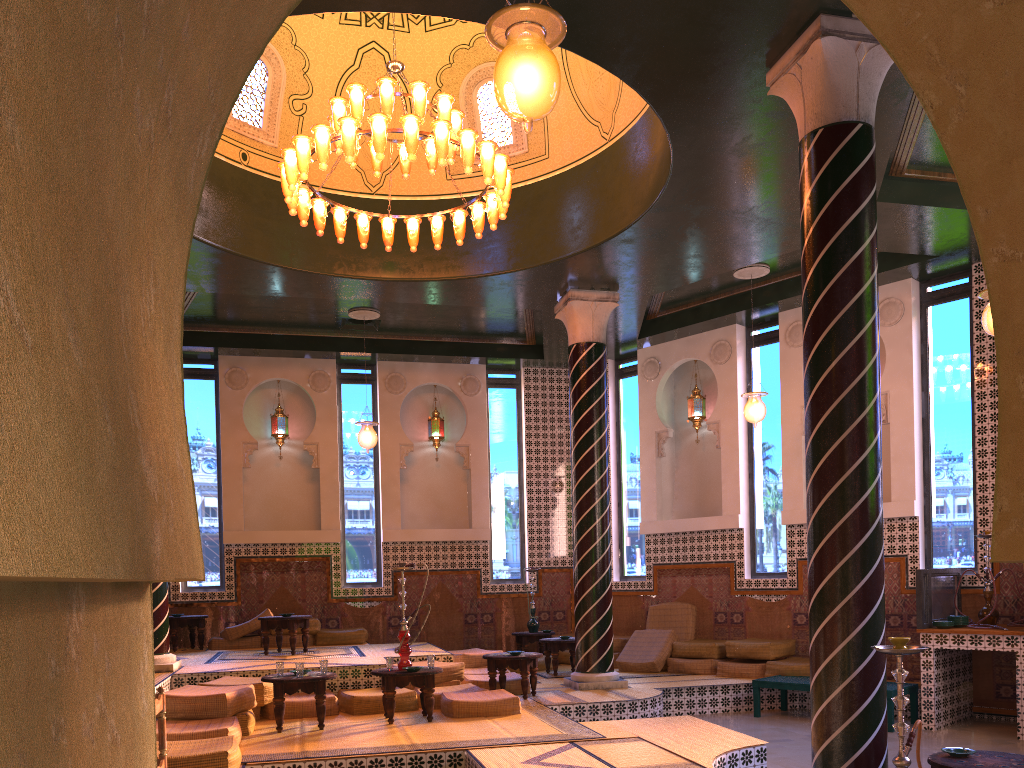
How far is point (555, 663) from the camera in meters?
13.6 m

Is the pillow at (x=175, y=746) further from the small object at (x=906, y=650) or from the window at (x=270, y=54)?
the window at (x=270, y=54)

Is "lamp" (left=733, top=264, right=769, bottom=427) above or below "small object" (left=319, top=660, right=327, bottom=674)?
above

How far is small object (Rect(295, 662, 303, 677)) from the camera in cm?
913

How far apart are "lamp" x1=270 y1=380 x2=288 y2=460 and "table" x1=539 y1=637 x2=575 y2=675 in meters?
6.2

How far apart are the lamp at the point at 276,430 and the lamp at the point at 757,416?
8.53m

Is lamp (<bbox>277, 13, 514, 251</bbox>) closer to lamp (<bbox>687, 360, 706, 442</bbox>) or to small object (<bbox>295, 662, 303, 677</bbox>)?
small object (<bbox>295, 662, 303, 677</bbox>)

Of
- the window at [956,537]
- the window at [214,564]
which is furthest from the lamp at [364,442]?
the window at [956,537]

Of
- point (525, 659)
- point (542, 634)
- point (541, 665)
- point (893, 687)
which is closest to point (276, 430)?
point (542, 634)

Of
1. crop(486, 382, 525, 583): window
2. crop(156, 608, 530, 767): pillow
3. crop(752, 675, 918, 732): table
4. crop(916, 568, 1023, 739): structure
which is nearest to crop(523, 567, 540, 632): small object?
crop(486, 382, 525, 583): window
